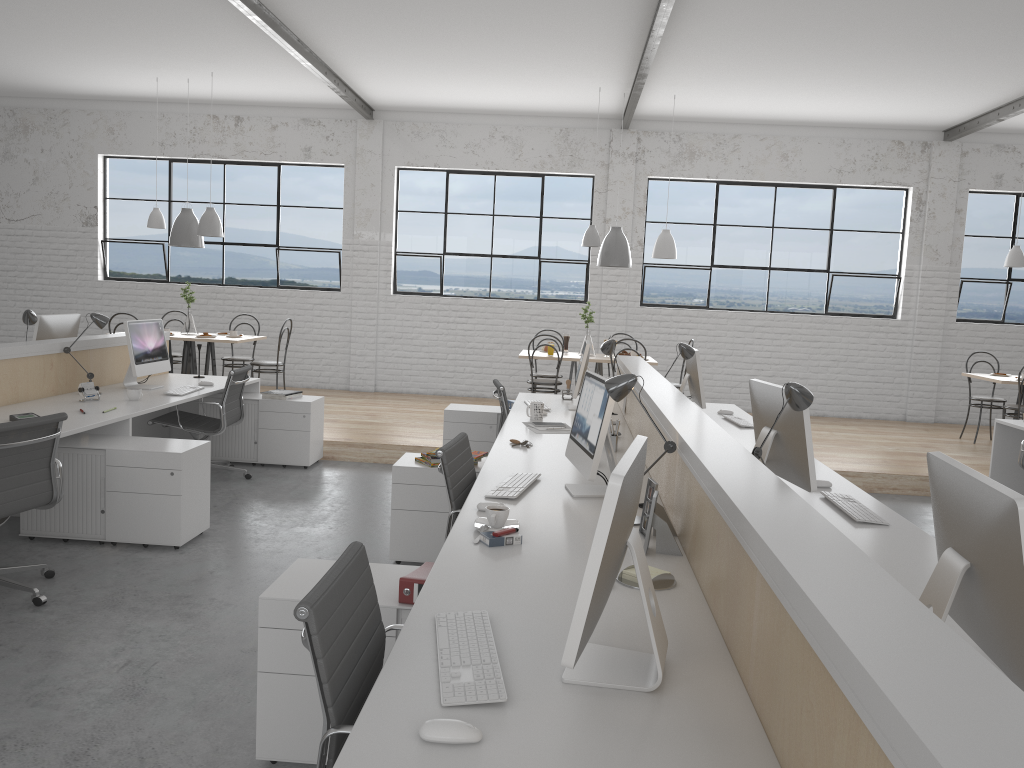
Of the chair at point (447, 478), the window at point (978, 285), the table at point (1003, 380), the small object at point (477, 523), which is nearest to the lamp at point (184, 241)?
the chair at point (447, 478)

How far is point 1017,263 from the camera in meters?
6.5

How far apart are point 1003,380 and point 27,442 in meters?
6.1 m

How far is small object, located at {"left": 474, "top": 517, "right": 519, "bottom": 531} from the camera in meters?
2.3 m

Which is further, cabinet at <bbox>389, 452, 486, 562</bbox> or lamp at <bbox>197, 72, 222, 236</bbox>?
lamp at <bbox>197, 72, 222, 236</bbox>

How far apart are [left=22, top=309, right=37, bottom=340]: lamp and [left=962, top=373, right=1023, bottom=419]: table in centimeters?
613cm

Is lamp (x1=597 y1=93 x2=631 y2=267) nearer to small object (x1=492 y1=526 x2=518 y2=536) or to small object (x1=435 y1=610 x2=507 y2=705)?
small object (x1=492 y1=526 x2=518 y2=536)

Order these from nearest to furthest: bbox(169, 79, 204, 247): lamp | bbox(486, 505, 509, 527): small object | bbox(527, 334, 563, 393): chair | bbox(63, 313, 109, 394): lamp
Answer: bbox(486, 505, 509, 527): small object, bbox(63, 313, 109, 394): lamp, bbox(527, 334, 563, 393): chair, bbox(169, 79, 204, 247): lamp

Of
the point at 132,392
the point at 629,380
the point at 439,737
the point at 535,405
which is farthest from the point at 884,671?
the point at 132,392

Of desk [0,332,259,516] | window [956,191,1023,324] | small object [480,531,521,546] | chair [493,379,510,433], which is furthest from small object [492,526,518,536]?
window [956,191,1023,324]
